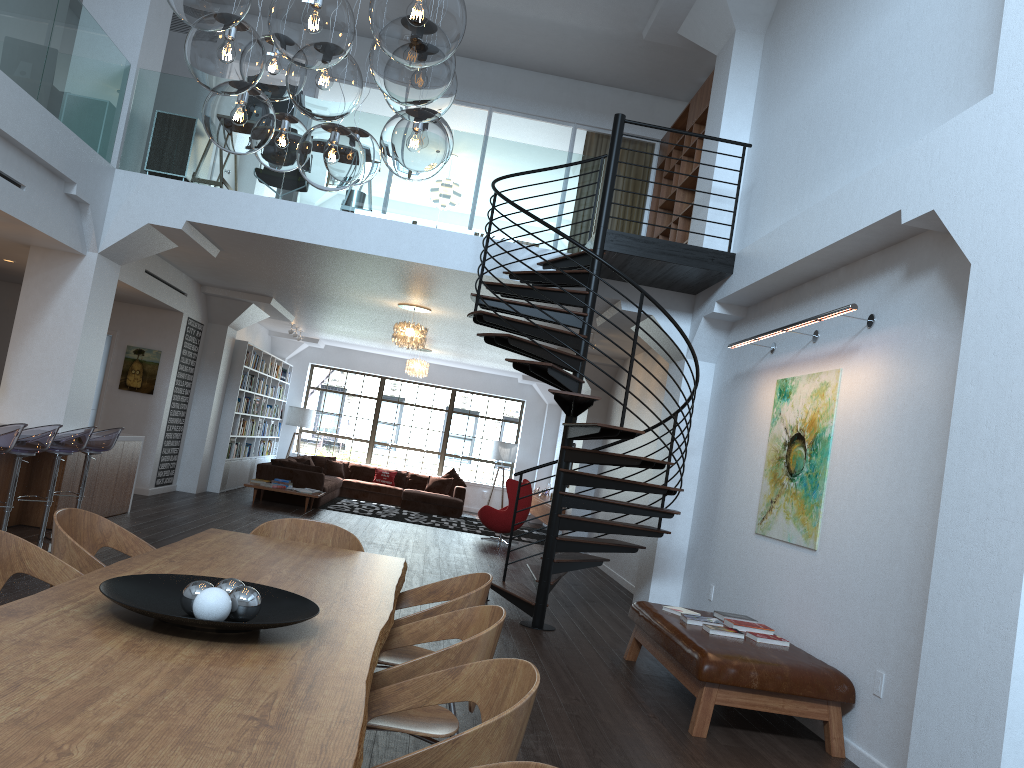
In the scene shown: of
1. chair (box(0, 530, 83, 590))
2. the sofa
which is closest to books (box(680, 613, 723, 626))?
chair (box(0, 530, 83, 590))

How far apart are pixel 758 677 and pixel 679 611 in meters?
1.2 m

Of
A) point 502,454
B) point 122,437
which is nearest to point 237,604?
point 122,437

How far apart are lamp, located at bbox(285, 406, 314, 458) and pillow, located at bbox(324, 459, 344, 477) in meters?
1.3 m

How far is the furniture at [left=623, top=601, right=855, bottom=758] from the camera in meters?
4.9 m

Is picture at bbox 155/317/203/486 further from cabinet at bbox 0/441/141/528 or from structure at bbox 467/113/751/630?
structure at bbox 467/113/751/630

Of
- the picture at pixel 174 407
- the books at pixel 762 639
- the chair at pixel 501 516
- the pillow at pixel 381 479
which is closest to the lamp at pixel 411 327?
the chair at pixel 501 516

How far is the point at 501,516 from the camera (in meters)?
13.41

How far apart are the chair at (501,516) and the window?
5.2m

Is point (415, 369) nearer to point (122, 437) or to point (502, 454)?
point (502, 454)
